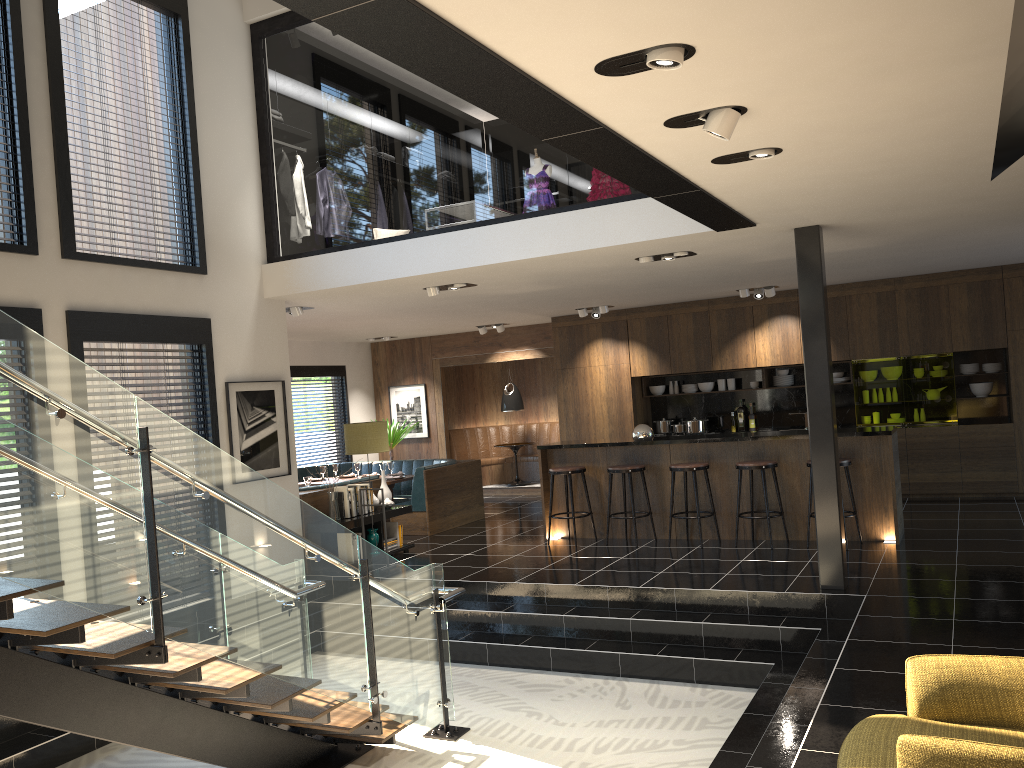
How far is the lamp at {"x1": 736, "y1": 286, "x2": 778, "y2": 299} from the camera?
10.7 meters

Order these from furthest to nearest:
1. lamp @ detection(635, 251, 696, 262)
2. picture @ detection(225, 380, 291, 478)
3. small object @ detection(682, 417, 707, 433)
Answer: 1. small object @ detection(682, 417, 707, 433)
2. picture @ detection(225, 380, 291, 478)
3. lamp @ detection(635, 251, 696, 262)

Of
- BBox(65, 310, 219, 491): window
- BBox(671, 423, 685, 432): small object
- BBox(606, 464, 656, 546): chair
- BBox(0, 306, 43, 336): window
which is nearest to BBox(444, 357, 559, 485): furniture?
BBox(671, 423, 685, 432): small object

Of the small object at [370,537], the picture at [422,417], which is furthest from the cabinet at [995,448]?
the small object at [370,537]

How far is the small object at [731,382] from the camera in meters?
12.2

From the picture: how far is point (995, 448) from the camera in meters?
10.3 m

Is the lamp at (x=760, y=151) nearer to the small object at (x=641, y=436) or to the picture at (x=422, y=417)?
the small object at (x=641, y=436)

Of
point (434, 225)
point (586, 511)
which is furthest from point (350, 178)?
point (586, 511)

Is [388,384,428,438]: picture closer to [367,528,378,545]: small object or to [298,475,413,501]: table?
[298,475,413,501]: table

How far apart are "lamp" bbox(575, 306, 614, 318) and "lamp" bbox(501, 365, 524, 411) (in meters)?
2.83
